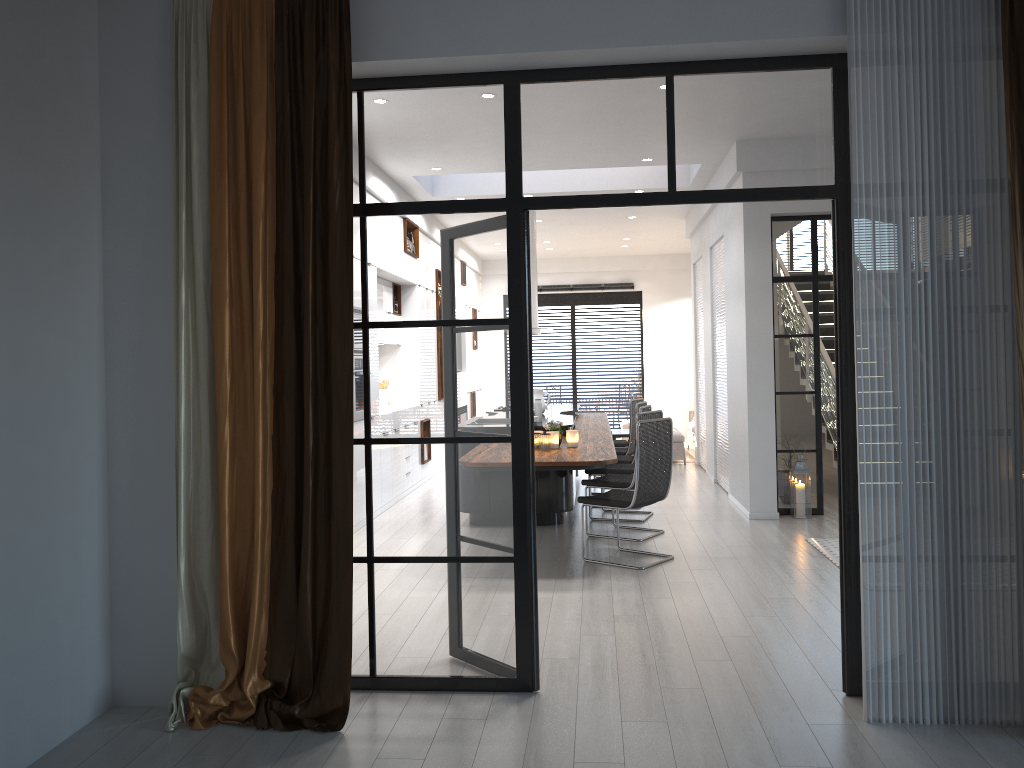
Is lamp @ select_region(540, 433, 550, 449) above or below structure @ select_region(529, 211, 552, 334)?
below

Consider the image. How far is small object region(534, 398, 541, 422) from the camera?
8.0 meters

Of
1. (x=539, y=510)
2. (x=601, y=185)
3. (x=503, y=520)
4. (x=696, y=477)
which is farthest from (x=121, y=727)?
(x=696, y=477)

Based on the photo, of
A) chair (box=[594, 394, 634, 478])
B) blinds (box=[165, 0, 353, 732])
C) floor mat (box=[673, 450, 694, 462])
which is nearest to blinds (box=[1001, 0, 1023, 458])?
blinds (box=[165, 0, 353, 732])

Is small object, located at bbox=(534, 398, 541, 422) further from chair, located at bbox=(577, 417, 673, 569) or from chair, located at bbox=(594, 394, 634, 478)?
chair, located at bbox=(594, 394, 634, 478)

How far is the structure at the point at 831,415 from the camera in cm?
943

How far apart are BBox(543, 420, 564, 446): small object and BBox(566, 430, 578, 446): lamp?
0.1m

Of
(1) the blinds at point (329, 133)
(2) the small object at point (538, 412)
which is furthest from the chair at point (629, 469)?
Answer: (1) the blinds at point (329, 133)

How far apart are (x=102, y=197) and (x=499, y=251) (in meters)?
1.71

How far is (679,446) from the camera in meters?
12.0 m
